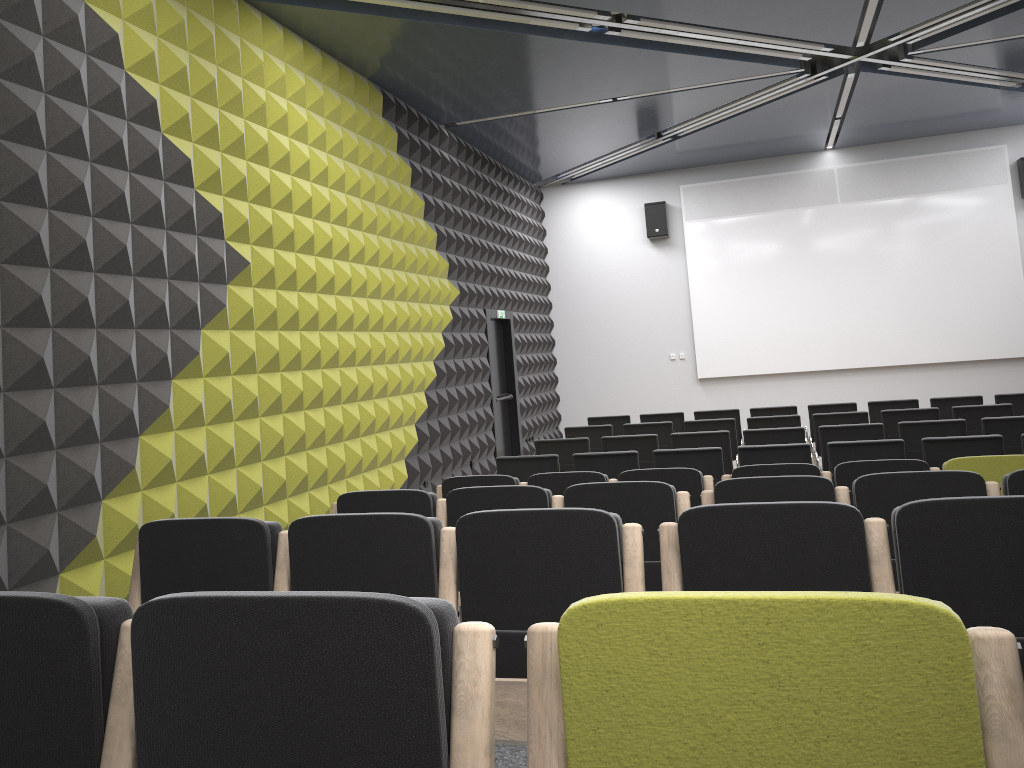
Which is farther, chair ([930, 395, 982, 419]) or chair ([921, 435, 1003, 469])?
chair ([930, 395, 982, 419])

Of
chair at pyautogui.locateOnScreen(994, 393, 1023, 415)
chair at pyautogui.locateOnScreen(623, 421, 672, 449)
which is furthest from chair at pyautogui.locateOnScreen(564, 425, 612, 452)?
chair at pyautogui.locateOnScreen(994, 393, 1023, 415)

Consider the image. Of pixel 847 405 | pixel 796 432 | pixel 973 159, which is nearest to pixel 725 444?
pixel 796 432

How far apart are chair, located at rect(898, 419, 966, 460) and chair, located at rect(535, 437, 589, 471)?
2.89m

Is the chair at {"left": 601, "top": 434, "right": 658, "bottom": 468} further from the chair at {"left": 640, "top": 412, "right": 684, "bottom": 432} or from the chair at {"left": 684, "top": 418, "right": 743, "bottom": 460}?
the chair at {"left": 640, "top": 412, "right": 684, "bottom": 432}

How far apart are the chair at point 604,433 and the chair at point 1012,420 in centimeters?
379cm

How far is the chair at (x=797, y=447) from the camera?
6.9m

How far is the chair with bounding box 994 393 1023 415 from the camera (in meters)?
9.93

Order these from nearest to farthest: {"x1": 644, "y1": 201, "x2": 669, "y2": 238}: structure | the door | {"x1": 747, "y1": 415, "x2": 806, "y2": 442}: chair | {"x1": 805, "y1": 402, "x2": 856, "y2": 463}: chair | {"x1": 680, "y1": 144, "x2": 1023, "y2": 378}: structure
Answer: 1. {"x1": 747, "y1": 415, "x2": 806, "y2": 442}: chair
2. {"x1": 805, "y1": 402, "x2": 856, "y2": 463}: chair
3. the door
4. {"x1": 680, "y1": 144, "x2": 1023, "y2": 378}: structure
5. {"x1": 644, "y1": 201, "x2": 669, "y2": 238}: structure

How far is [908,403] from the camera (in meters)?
10.27
